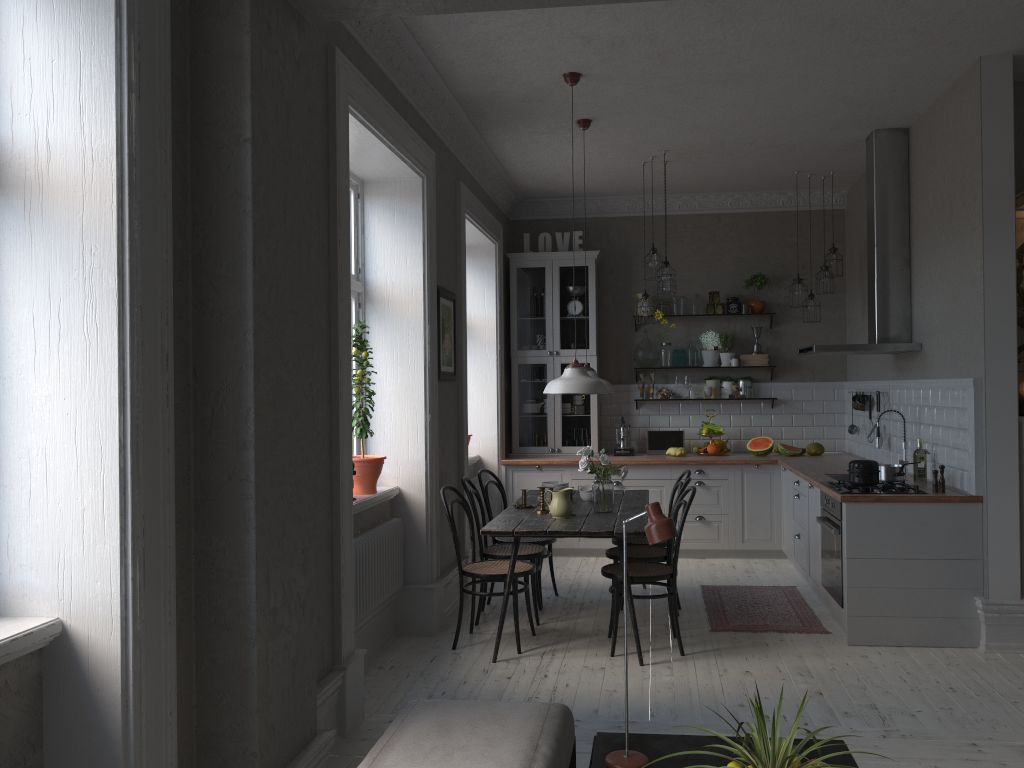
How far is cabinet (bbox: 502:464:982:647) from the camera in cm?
489

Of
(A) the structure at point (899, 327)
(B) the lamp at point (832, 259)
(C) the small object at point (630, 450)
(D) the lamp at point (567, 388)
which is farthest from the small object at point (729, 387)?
(D) the lamp at point (567, 388)

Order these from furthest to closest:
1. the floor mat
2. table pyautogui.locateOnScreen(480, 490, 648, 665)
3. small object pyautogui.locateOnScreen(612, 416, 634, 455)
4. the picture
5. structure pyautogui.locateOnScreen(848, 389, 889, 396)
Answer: small object pyautogui.locateOnScreen(612, 416, 634, 455) → structure pyautogui.locateOnScreen(848, 389, 889, 396) → the picture → the floor mat → table pyautogui.locateOnScreen(480, 490, 648, 665)

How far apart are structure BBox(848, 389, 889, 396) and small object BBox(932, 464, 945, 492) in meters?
1.7 m

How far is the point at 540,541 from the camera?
6.0m

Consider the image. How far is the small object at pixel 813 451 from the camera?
7.80m

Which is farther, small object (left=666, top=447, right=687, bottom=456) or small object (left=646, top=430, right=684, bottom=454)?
small object (left=646, top=430, right=684, bottom=454)

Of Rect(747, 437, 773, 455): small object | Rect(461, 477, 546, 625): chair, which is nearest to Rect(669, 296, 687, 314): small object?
Rect(747, 437, 773, 455): small object

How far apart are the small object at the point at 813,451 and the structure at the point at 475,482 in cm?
296

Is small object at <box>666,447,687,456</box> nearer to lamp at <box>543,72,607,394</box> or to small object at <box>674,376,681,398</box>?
small object at <box>674,376,681,398</box>
